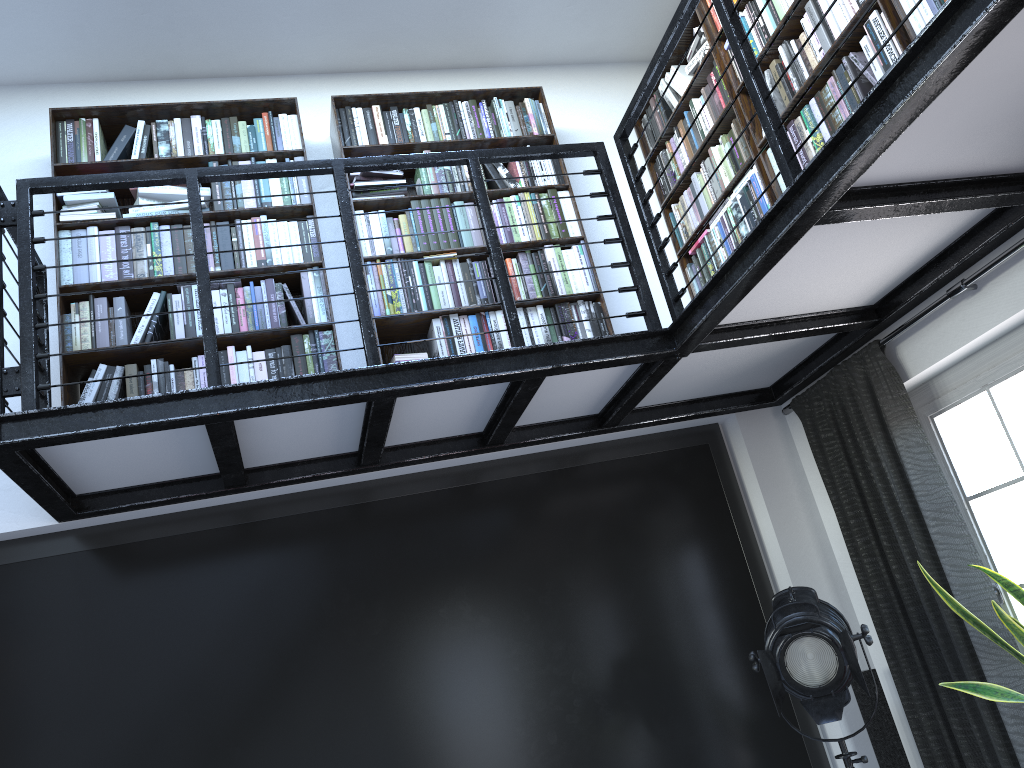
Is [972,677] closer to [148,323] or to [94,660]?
[94,660]

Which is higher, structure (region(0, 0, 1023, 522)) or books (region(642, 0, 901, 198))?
books (region(642, 0, 901, 198))

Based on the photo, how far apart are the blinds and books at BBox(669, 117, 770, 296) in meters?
0.7

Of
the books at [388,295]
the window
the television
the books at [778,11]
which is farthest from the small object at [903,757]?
the books at [778,11]

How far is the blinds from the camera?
3.12m

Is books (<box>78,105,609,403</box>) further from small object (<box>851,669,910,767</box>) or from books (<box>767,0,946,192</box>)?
small object (<box>851,669,910,767</box>)

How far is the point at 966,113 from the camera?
2.2 meters

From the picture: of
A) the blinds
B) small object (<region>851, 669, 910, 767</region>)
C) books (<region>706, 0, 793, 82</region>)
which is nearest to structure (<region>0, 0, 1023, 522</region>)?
the blinds

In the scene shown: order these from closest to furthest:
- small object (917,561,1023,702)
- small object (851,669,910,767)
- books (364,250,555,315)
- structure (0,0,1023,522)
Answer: structure (0,0,1023,522), small object (917,561,1023,702), small object (851,669,910,767), books (364,250,555,315)

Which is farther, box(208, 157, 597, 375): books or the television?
box(208, 157, 597, 375): books
